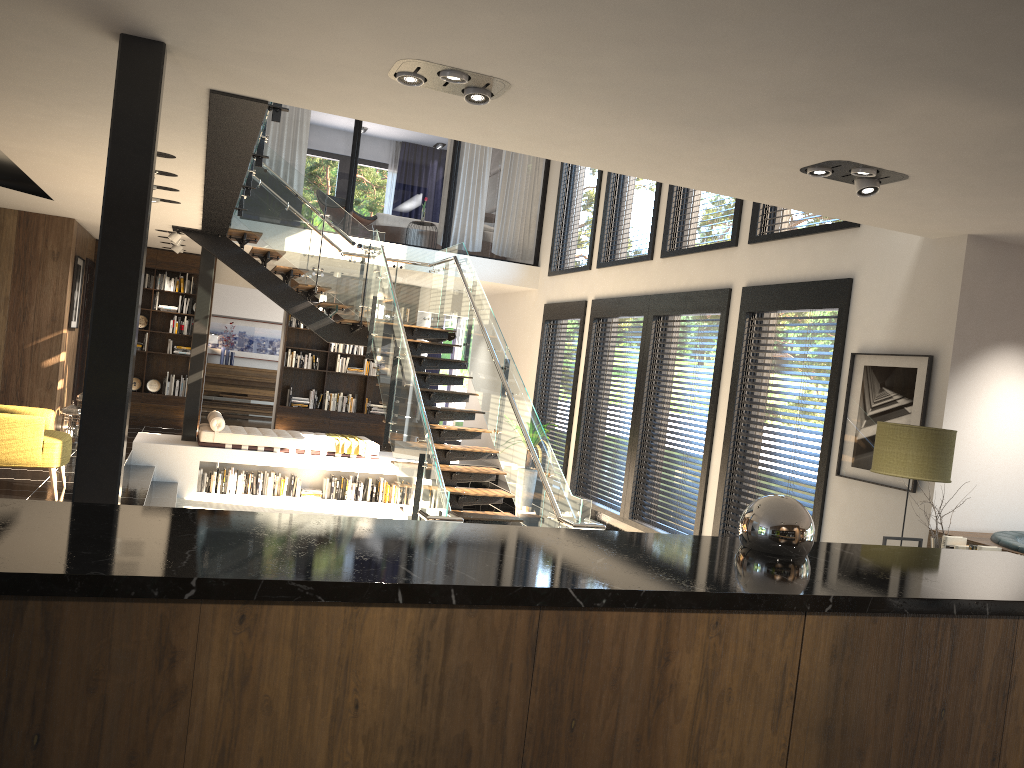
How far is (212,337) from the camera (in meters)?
16.82

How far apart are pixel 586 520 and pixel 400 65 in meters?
4.2 m

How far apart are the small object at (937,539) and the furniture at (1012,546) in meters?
0.2

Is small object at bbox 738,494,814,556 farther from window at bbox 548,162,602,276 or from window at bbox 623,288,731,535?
window at bbox 548,162,602,276

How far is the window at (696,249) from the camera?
8.7 meters

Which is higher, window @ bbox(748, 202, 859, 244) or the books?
window @ bbox(748, 202, 859, 244)

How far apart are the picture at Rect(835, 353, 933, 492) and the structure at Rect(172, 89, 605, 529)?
1.84m

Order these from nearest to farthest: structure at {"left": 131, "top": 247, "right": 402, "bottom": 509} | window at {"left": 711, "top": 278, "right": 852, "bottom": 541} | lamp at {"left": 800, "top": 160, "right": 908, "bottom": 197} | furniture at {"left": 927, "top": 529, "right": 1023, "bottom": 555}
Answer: lamp at {"left": 800, "top": 160, "right": 908, "bottom": 197} → furniture at {"left": 927, "top": 529, "right": 1023, "bottom": 555} → window at {"left": 711, "top": 278, "right": 852, "bottom": 541} → structure at {"left": 131, "top": 247, "right": 402, "bottom": 509}

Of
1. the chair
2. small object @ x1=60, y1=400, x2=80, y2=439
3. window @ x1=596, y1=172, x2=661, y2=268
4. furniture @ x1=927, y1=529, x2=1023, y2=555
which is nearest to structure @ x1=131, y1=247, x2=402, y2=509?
small object @ x1=60, y1=400, x2=80, y2=439

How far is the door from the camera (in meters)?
12.86
